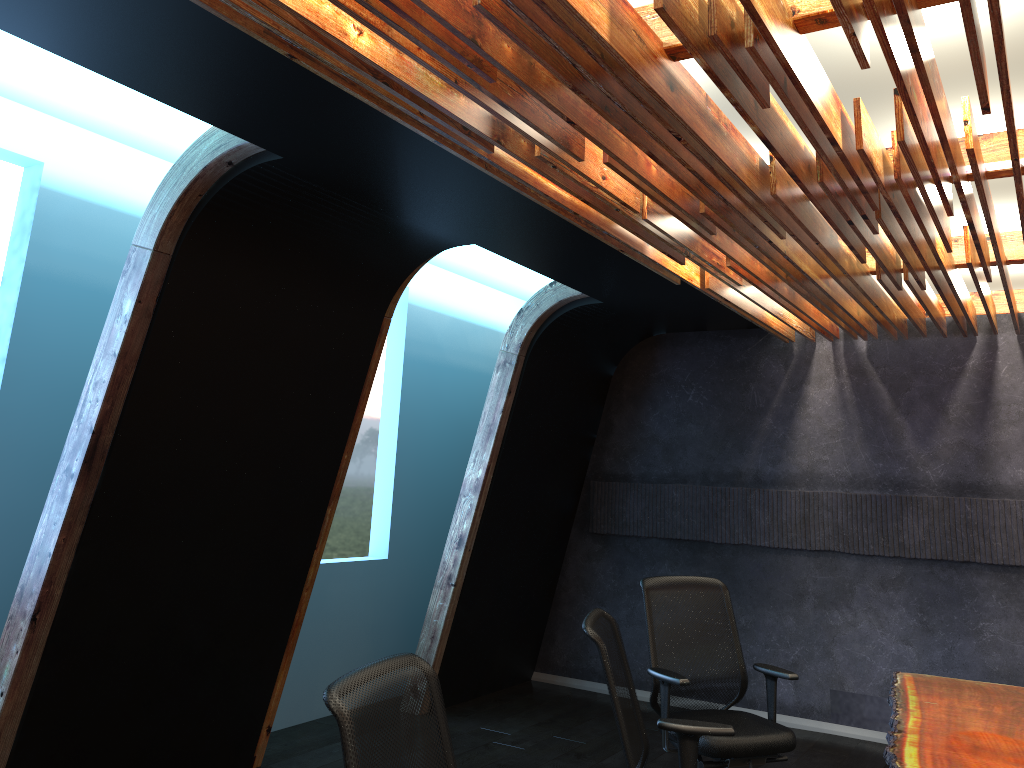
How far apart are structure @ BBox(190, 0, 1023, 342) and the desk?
2.1 meters

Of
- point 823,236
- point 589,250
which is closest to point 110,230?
point 589,250

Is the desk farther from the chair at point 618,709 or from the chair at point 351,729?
the chair at point 351,729

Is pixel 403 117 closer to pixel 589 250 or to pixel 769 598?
pixel 589 250

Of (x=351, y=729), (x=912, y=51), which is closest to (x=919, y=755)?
(x=351, y=729)

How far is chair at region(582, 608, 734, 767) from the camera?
3.1m

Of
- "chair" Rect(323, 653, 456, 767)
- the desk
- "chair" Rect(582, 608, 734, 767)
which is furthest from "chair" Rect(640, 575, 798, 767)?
"chair" Rect(323, 653, 456, 767)

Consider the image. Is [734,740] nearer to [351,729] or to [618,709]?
[618,709]

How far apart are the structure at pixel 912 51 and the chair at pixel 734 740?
1.7 meters

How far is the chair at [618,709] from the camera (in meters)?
3.10
